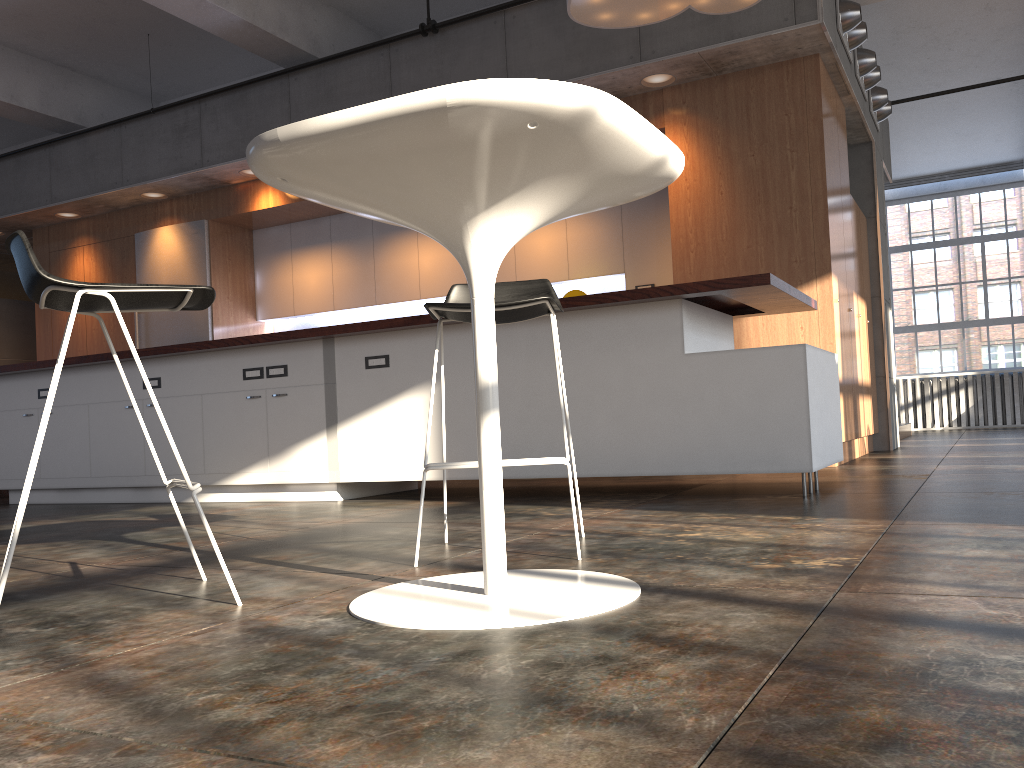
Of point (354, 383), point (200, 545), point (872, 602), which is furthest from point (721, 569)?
point (354, 383)

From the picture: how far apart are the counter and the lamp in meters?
1.7

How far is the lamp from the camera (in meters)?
4.90

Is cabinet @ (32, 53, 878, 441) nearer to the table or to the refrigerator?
the refrigerator

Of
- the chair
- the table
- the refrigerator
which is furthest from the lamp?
the refrigerator

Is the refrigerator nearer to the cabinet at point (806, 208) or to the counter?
the cabinet at point (806, 208)

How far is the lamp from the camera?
4.90m

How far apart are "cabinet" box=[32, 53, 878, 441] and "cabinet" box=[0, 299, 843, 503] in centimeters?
130cm

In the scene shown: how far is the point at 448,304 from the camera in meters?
2.4 m

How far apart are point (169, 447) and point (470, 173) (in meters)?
4.46
